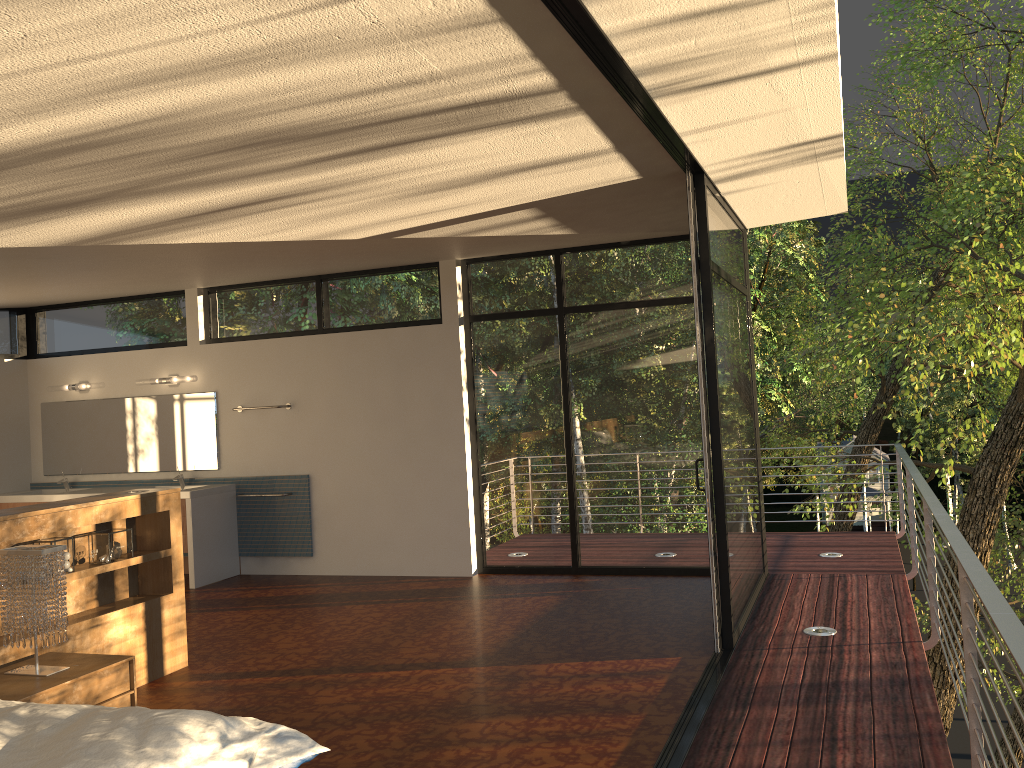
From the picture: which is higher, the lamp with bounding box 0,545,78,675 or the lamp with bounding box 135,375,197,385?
the lamp with bounding box 135,375,197,385

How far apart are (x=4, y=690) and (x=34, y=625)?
0.3m

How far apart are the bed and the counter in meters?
4.7

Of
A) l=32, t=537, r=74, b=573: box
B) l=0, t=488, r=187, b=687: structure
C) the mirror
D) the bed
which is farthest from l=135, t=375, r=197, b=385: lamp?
the bed

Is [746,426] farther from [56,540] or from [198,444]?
[198,444]

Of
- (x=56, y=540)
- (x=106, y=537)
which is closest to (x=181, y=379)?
(x=106, y=537)

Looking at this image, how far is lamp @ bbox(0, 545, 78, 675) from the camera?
3.7 meters

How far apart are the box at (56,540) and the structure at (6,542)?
0.1m

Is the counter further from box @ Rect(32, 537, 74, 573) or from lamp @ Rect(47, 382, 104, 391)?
box @ Rect(32, 537, 74, 573)

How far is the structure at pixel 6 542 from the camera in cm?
425
